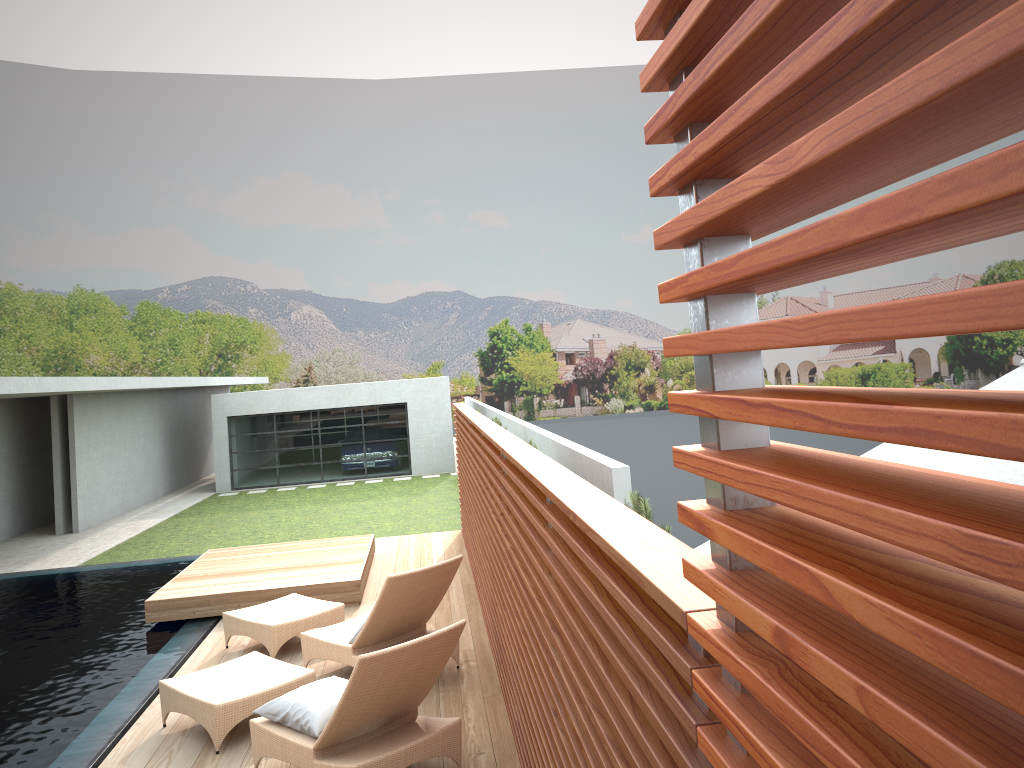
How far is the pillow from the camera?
4.81m

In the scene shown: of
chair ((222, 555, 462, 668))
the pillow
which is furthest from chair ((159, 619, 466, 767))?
chair ((222, 555, 462, 668))

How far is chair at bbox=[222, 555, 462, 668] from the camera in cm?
625

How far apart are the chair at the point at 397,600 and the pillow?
0.9m

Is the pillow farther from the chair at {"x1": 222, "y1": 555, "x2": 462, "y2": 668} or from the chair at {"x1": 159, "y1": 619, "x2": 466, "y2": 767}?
the chair at {"x1": 222, "y1": 555, "x2": 462, "y2": 668}

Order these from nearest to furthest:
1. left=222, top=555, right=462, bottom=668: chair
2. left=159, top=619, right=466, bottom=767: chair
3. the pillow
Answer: left=159, top=619, right=466, bottom=767: chair
the pillow
left=222, top=555, right=462, bottom=668: chair

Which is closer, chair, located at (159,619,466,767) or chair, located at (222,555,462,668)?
chair, located at (159,619,466,767)

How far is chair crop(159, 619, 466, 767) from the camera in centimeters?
454cm

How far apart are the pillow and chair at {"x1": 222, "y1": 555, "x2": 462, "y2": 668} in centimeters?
94cm

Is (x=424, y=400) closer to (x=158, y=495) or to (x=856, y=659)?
(x=158, y=495)
